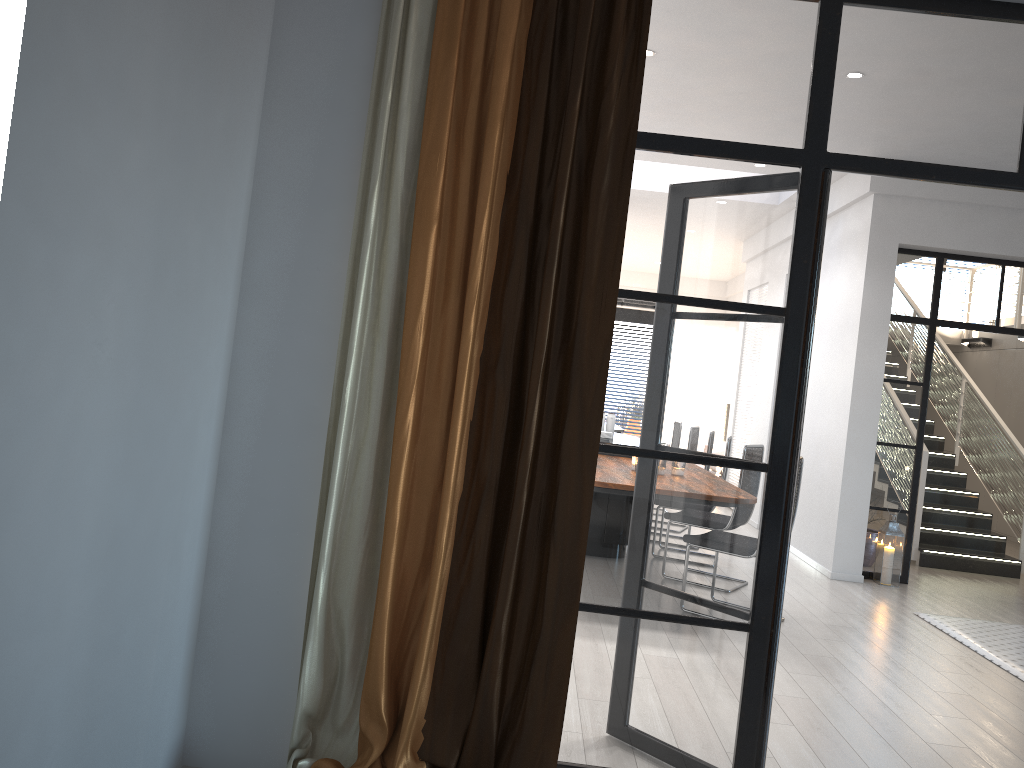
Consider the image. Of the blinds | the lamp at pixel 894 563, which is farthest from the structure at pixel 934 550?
the blinds

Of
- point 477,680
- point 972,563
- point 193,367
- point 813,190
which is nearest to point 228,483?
point 193,367

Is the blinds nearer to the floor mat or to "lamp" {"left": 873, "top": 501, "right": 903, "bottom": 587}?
the floor mat

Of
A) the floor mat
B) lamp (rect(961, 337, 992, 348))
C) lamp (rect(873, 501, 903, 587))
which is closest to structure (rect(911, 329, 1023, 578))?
lamp (rect(961, 337, 992, 348))

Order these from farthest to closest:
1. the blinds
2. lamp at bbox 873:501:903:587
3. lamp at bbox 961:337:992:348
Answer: lamp at bbox 961:337:992:348 → lamp at bbox 873:501:903:587 → the blinds

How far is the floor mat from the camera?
5.10m

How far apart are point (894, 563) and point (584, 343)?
5.5m

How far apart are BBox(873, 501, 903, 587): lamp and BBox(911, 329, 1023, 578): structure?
1.34m

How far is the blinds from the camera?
Answer: 2.5m

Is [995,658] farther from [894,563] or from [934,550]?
[934,550]
